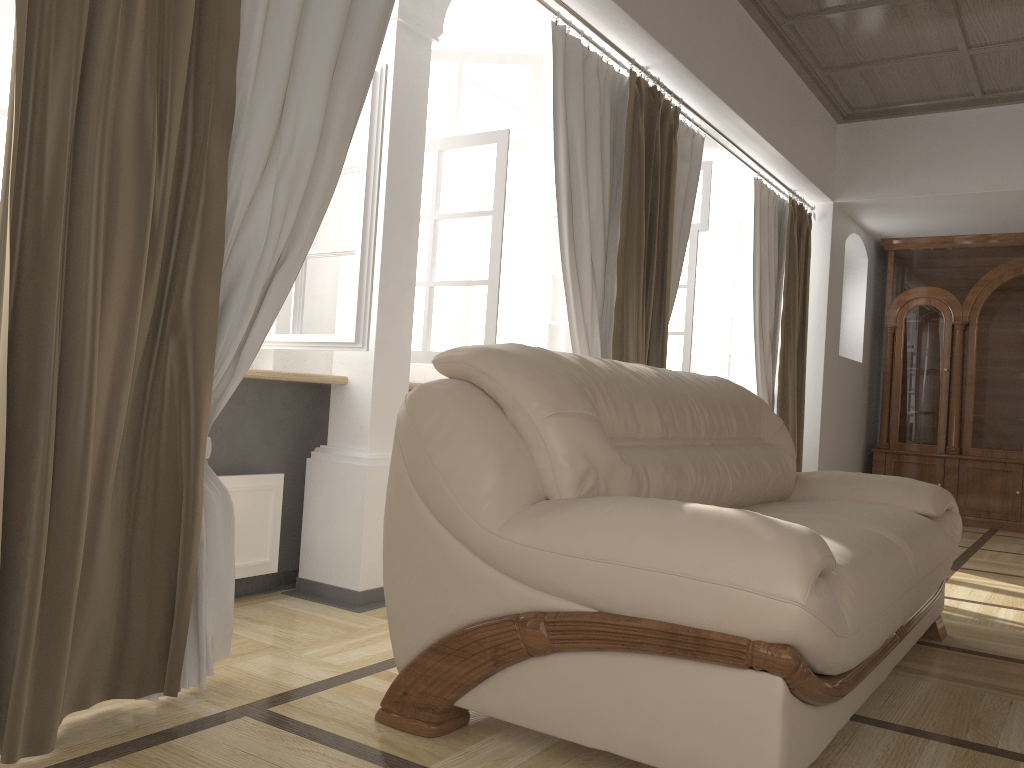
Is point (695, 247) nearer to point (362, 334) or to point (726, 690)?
point (362, 334)

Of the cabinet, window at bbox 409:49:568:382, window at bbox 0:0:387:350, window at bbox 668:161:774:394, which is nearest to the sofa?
window at bbox 0:0:387:350

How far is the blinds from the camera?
1.7m

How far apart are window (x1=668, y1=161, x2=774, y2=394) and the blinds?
0.4 meters

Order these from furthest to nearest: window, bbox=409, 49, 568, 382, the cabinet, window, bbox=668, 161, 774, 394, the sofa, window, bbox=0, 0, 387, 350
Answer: the cabinet → window, bbox=668, 161, 774, 394 → window, bbox=409, 49, 568, 382 → window, bbox=0, 0, 387, 350 → the sofa

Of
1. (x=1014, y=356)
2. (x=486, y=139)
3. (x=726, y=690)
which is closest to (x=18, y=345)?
(x=726, y=690)

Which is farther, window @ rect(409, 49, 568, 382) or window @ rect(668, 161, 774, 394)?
window @ rect(668, 161, 774, 394)

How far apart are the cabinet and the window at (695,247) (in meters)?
1.61

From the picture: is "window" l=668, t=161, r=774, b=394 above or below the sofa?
above

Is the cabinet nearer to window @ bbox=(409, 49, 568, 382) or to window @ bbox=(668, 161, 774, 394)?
window @ bbox=(668, 161, 774, 394)
